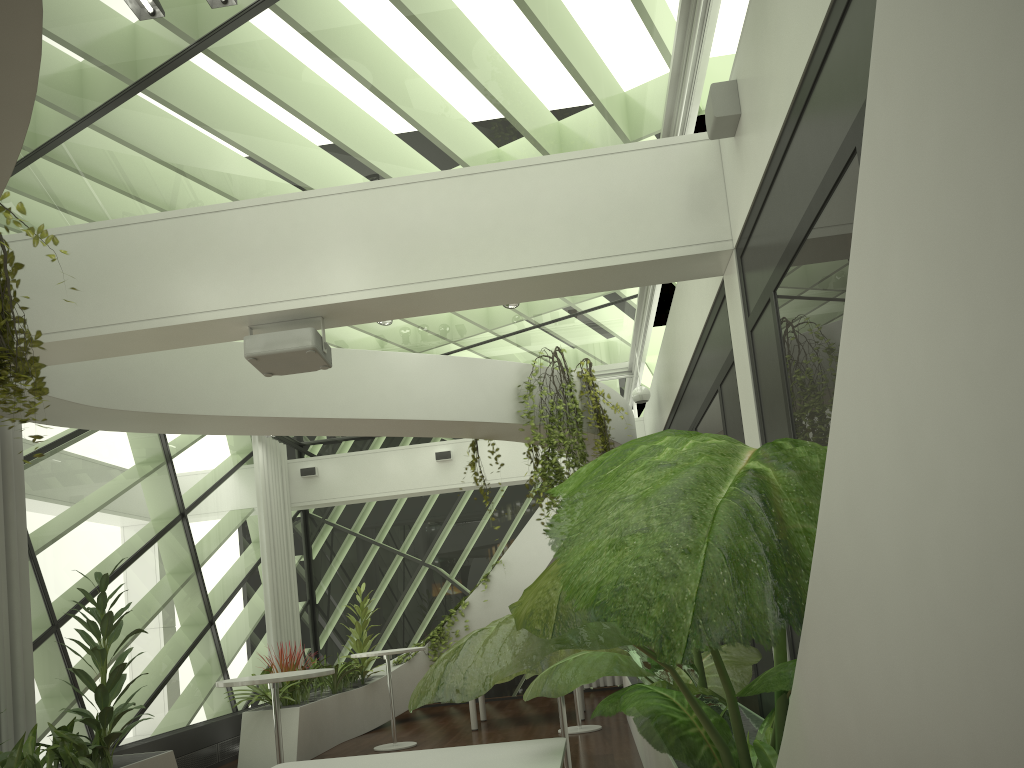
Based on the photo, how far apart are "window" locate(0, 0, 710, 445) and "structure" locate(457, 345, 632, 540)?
0.8 meters

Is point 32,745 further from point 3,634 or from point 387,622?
point 387,622

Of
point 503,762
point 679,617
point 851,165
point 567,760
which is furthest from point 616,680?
point 679,617

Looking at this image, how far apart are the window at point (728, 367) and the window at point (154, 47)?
1.4 meters

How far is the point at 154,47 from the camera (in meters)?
4.99

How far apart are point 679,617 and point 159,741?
8.4m

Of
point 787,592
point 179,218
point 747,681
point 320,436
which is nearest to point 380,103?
point 179,218

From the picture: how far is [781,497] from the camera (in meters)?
1.55

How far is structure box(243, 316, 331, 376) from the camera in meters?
5.2

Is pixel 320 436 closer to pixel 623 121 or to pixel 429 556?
pixel 429 556
